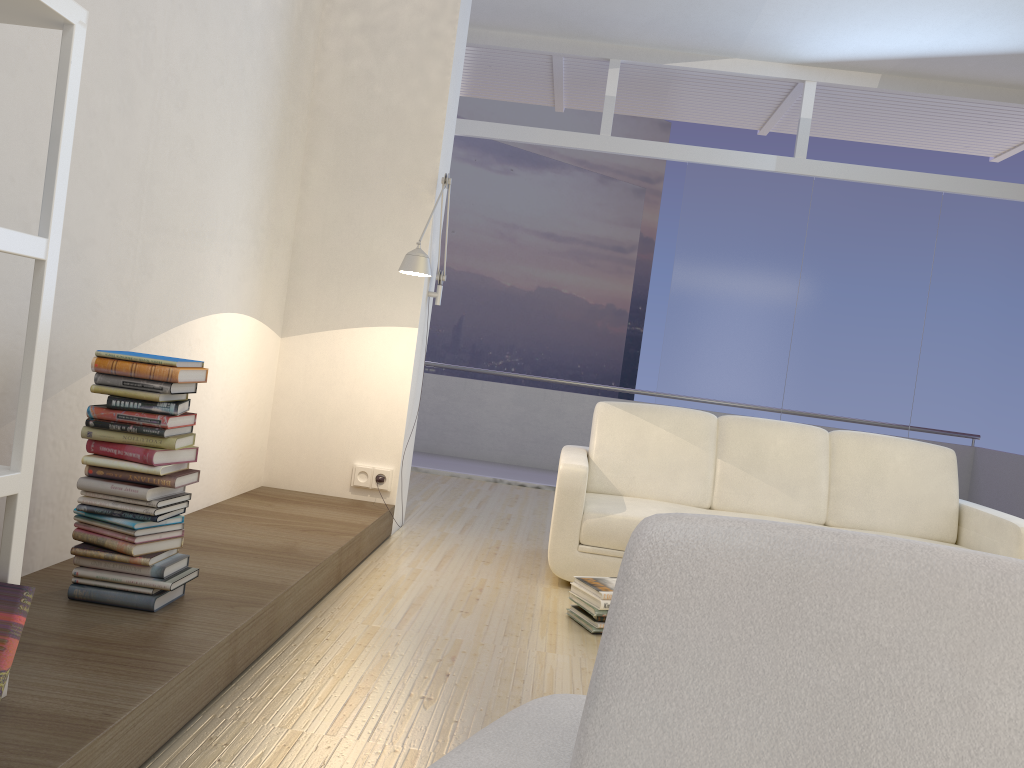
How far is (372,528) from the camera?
Answer: 4.1 meters

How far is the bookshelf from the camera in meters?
1.7

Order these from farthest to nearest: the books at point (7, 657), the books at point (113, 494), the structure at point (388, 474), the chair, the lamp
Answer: the structure at point (388, 474), the lamp, the books at point (113, 494), the books at point (7, 657), the chair

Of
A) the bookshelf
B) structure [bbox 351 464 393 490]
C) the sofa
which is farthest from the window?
the bookshelf

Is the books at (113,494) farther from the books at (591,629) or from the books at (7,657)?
the books at (591,629)

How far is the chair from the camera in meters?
0.7 m

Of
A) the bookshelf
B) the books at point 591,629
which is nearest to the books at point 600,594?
the books at point 591,629

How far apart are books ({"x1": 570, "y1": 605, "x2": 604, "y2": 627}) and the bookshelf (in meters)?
2.11

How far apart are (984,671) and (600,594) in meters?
2.7 m

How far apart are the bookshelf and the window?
5.7 meters
